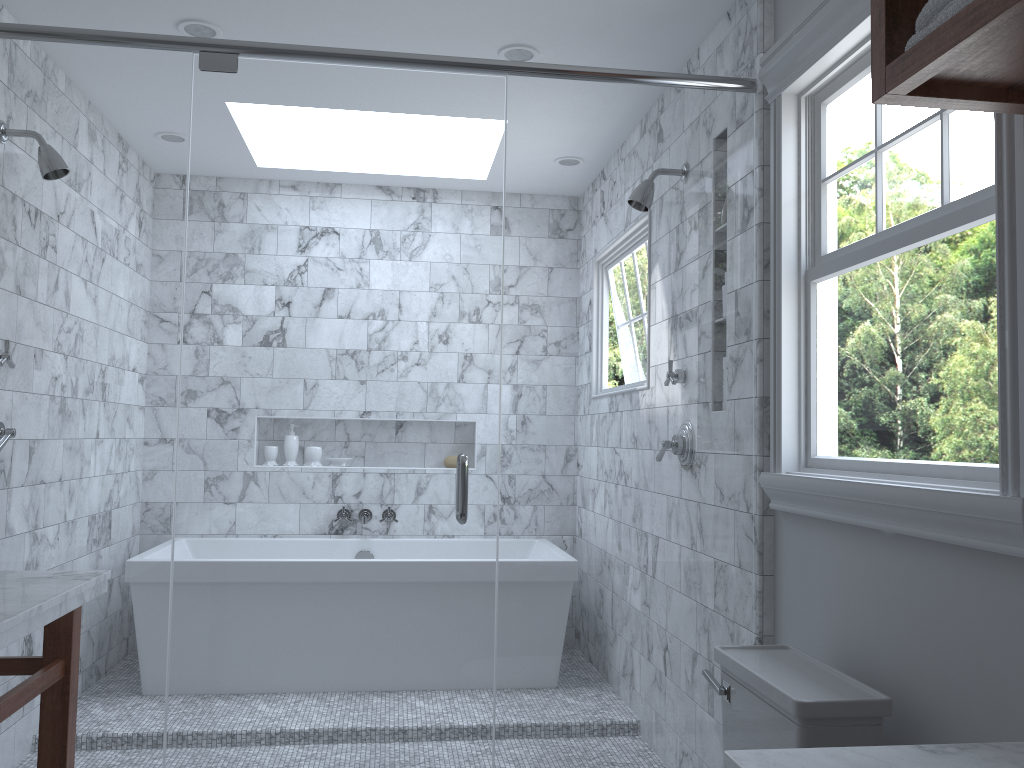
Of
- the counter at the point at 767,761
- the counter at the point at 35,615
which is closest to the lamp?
the counter at the point at 35,615

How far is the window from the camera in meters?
1.5 m

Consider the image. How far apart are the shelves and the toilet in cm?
107

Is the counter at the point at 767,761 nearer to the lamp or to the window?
the window

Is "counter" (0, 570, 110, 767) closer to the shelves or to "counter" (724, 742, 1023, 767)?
"counter" (724, 742, 1023, 767)

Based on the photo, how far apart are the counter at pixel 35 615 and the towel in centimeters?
171cm

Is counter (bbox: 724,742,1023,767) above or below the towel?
below

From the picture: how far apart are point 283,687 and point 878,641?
3.98m

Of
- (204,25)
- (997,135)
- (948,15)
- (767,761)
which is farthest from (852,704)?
(204,25)

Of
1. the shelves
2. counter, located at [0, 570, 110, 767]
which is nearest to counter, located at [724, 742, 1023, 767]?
the shelves
